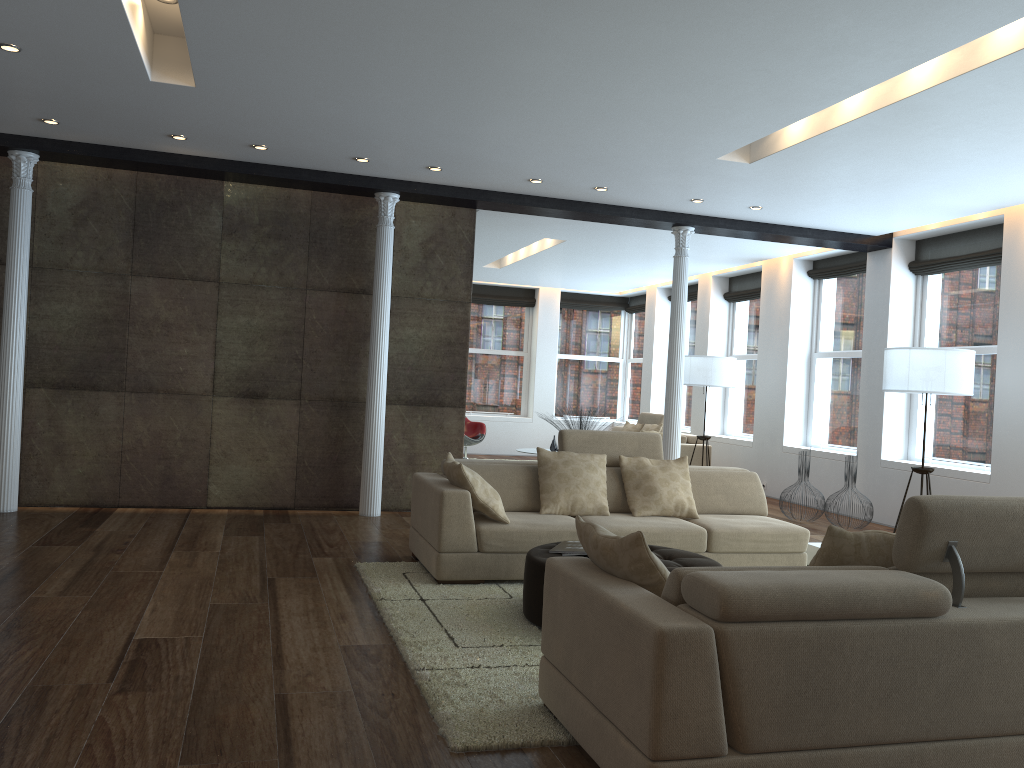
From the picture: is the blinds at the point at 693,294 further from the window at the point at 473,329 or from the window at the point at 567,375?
the window at the point at 473,329

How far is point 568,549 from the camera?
4.73m

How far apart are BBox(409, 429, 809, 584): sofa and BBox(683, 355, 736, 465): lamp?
4.2m

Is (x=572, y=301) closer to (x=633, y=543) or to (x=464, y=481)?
(x=464, y=481)

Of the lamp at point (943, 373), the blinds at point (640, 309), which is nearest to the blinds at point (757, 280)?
the blinds at point (640, 309)

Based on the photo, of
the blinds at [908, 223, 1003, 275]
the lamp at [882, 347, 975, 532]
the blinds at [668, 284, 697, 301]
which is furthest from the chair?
the lamp at [882, 347, 975, 532]

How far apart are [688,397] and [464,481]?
9.3 meters

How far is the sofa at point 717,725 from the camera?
2.5m

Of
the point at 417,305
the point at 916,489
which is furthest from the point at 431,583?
the point at 916,489

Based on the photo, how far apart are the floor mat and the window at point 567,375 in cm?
1053
